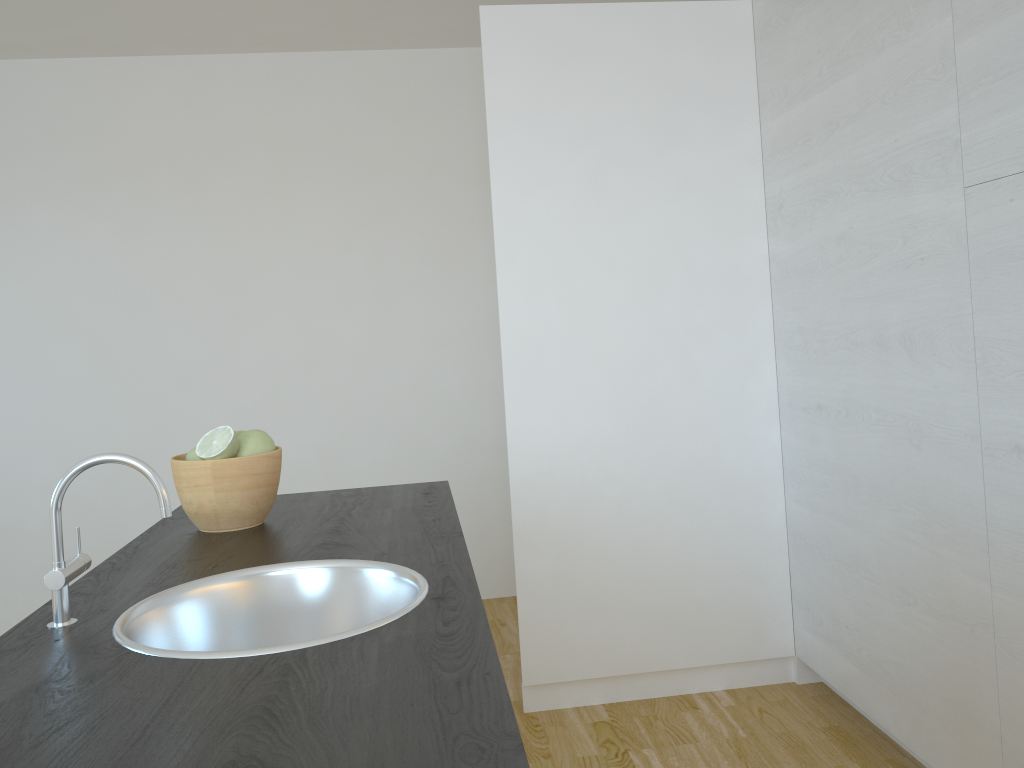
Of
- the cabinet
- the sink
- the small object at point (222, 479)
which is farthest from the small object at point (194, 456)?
the cabinet

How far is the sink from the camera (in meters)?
1.19

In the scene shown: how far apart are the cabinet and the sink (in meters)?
1.37

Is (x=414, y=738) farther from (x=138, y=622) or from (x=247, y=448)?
(x=247, y=448)

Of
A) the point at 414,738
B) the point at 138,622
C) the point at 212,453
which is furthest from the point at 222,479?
the point at 414,738

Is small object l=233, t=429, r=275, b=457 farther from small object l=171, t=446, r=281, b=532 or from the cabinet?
the cabinet

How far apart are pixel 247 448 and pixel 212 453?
0.07m

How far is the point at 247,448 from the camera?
1.68m

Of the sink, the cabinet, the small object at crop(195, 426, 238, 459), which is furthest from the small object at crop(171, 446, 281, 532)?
the cabinet

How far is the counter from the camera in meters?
0.8 m
